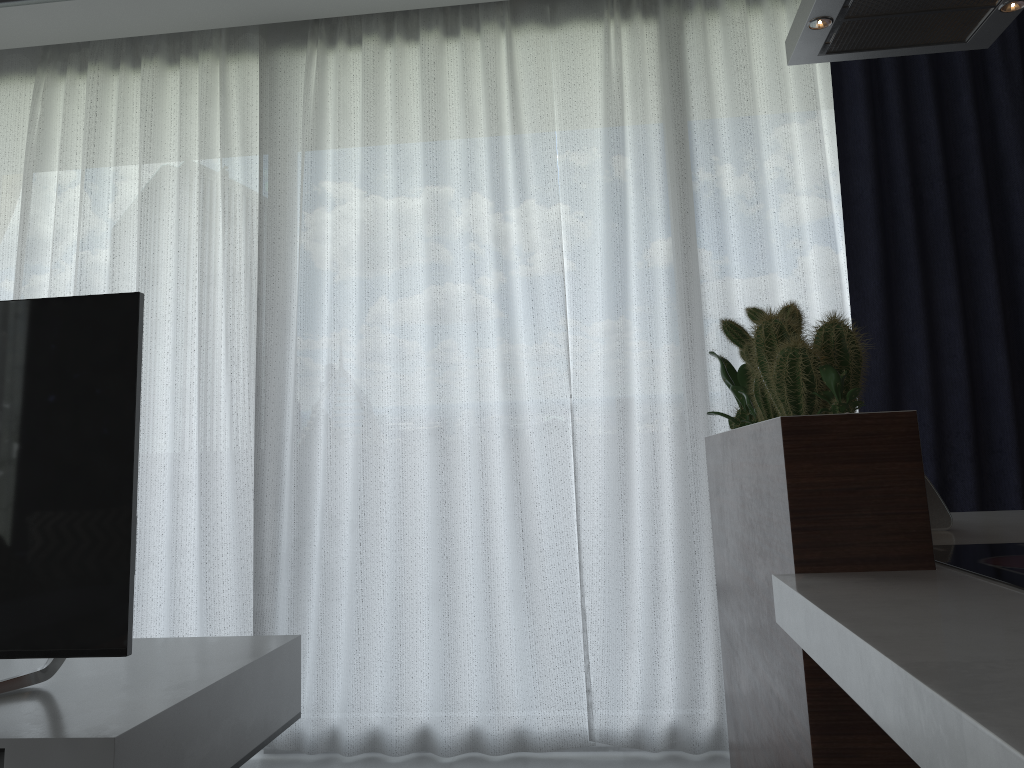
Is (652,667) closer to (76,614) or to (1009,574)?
(76,614)

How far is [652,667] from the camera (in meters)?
2.87

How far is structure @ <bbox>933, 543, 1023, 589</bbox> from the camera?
1.1m

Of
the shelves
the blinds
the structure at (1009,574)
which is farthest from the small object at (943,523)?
the shelves

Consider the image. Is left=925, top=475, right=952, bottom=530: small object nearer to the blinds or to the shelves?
the blinds

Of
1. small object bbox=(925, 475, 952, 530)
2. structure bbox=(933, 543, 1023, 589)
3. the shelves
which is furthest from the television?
small object bbox=(925, 475, 952, 530)

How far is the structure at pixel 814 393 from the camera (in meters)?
1.28

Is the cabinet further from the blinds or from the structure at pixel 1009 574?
the blinds

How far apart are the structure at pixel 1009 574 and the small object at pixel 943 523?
0.3 meters

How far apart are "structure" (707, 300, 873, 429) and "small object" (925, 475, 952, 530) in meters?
0.3
